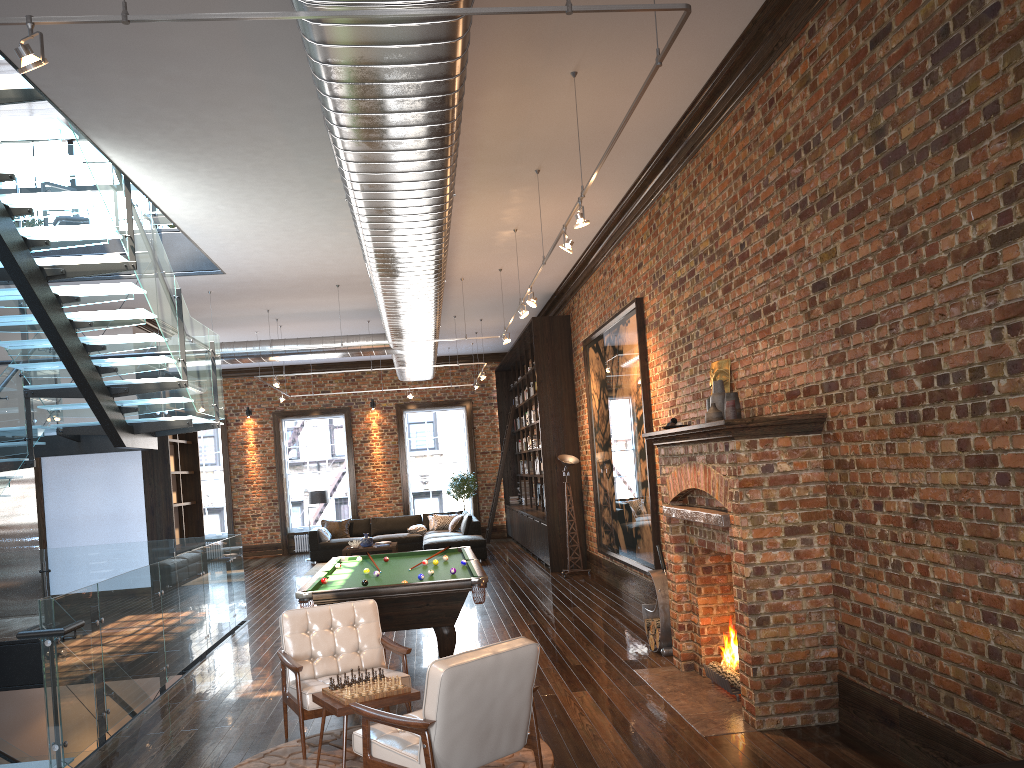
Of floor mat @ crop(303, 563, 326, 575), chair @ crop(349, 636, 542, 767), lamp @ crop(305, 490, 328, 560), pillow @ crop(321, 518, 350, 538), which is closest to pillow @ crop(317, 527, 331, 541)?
pillow @ crop(321, 518, 350, 538)

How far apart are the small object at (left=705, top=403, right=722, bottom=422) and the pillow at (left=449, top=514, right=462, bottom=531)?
12.14m

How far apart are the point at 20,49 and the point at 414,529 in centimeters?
1553cm

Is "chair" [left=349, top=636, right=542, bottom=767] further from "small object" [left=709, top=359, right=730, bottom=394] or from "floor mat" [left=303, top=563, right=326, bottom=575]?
"floor mat" [left=303, top=563, right=326, bottom=575]

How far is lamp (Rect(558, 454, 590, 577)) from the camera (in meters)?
13.20

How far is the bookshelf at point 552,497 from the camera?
13.8 meters

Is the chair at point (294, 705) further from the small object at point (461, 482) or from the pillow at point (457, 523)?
the small object at point (461, 482)

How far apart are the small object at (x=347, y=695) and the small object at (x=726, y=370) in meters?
3.5 m

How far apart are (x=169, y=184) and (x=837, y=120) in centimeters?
564cm

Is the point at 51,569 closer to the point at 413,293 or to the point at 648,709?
the point at 413,293
